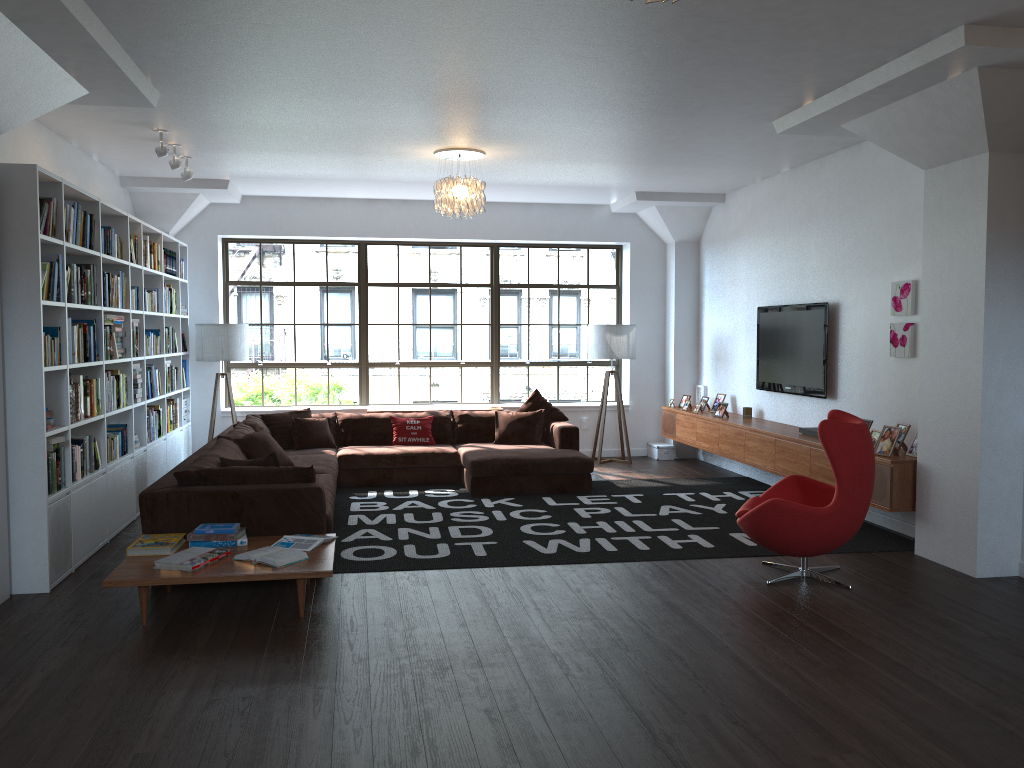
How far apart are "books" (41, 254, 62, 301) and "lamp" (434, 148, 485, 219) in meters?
3.0

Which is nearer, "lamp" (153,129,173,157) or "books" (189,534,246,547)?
"books" (189,534,246,547)

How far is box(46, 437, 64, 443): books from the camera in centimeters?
515cm

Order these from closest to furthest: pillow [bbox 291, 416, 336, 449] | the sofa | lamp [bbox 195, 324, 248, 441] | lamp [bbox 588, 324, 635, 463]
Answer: the sofa
pillow [bbox 291, 416, 336, 449]
lamp [bbox 195, 324, 248, 441]
lamp [bbox 588, 324, 635, 463]

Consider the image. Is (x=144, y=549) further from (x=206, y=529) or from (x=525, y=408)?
(x=525, y=408)

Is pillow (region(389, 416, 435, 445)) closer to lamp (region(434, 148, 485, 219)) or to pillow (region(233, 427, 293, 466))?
pillow (region(233, 427, 293, 466))

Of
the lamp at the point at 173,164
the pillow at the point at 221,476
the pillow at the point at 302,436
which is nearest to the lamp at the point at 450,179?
the lamp at the point at 173,164

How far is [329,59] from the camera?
4.91m

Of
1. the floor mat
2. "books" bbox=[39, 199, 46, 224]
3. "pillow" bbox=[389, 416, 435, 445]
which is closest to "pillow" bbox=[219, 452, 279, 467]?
the floor mat

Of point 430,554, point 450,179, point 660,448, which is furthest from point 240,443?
point 660,448
